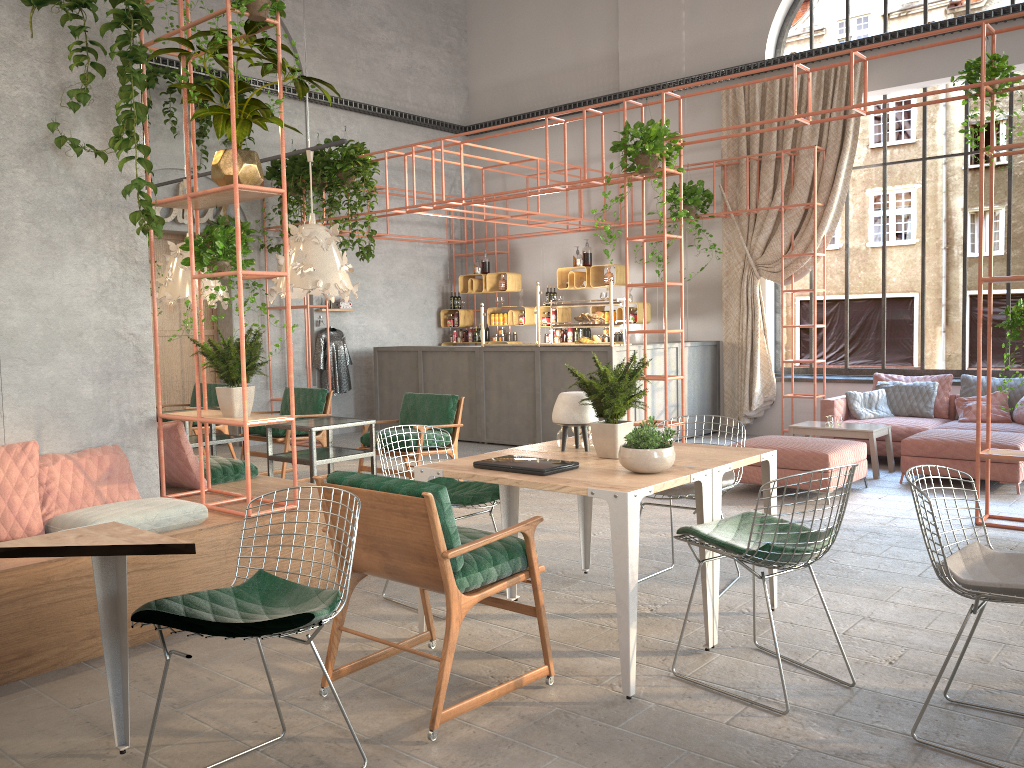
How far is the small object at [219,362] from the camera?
4.8m

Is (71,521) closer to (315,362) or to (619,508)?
(619,508)

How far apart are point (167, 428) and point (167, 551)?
2.8 meters

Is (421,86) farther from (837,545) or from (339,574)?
(339,574)

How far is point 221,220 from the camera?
11.09m

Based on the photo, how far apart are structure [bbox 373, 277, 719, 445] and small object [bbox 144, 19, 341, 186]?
5.3m

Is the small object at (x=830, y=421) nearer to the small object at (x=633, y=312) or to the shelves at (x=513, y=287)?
the small object at (x=633, y=312)

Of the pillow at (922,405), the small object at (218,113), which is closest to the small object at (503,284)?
the pillow at (922,405)

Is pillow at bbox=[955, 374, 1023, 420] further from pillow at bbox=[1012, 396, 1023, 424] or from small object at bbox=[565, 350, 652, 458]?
small object at bbox=[565, 350, 652, 458]

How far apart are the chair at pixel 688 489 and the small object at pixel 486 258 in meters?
8.9
